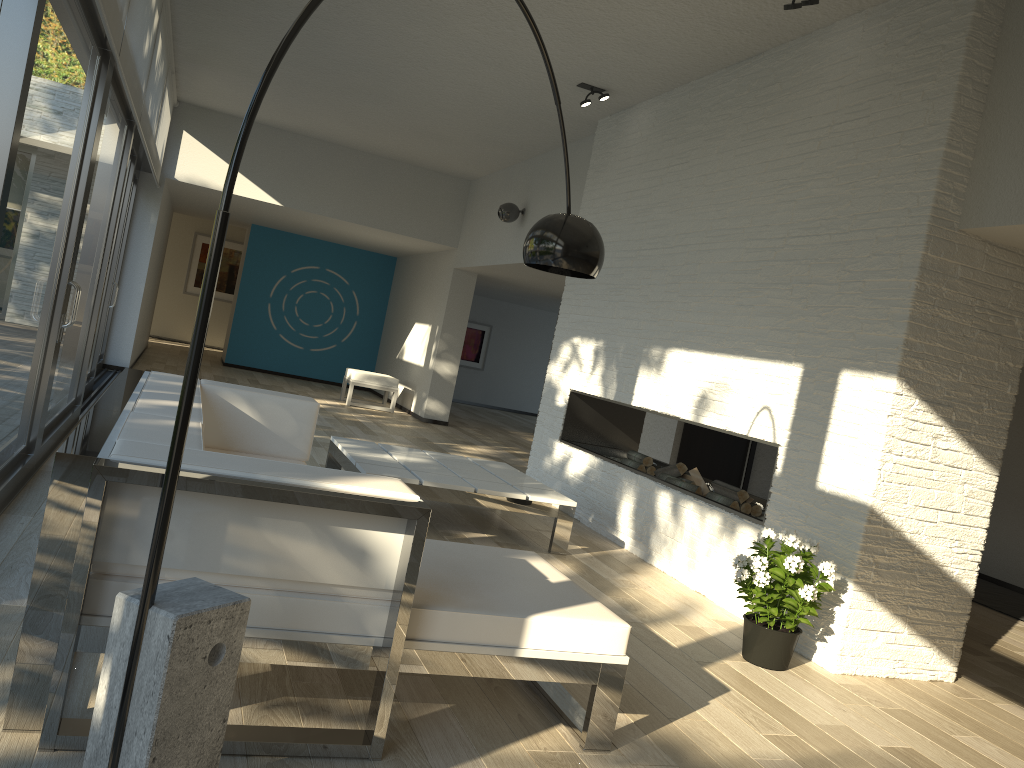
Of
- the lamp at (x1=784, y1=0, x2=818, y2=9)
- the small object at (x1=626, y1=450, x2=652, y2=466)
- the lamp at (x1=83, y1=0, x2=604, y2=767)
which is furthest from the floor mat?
the lamp at (x1=83, y1=0, x2=604, y2=767)

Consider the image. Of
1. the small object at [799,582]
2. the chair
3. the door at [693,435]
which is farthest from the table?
the chair

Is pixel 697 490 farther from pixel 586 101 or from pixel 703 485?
pixel 586 101

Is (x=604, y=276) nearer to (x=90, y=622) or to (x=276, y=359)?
(x=90, y=622)

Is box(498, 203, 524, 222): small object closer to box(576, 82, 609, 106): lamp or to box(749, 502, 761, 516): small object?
box(576, 82, 609, 106): lamp

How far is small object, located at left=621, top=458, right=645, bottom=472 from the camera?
6.1 meters

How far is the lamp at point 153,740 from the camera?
1.60m

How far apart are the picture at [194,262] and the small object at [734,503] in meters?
13.7 m

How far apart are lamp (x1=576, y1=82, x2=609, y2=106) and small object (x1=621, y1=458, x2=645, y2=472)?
2.6m

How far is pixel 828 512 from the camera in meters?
4.0
